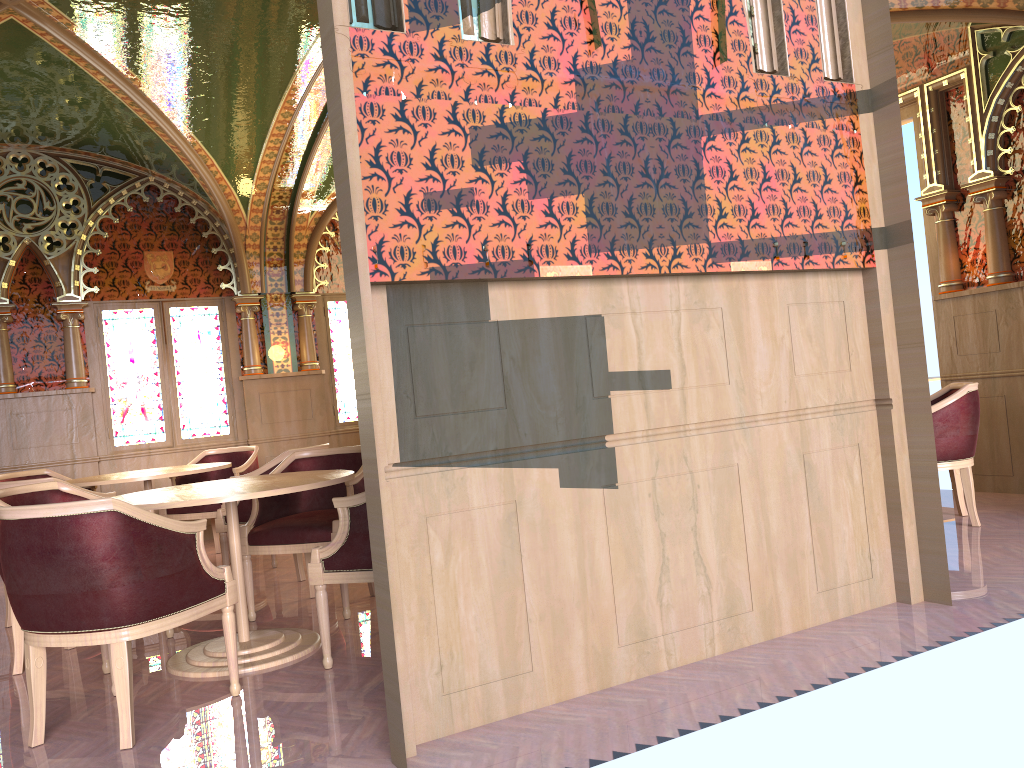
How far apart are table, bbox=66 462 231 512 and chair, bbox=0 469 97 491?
0.9 meters

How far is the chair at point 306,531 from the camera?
4.6 meters

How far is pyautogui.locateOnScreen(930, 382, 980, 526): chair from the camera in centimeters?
526cm

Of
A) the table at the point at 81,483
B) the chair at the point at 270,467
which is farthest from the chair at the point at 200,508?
the chair at the point at 270,467

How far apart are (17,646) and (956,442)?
5.1 meters

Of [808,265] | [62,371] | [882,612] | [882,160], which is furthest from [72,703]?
[62,371]

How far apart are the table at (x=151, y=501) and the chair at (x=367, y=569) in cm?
17

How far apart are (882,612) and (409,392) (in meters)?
2.28

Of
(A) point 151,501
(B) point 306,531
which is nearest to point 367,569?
(A) point 151,501

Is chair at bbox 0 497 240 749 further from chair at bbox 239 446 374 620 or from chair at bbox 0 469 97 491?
chair at bbox 0 469 97 491
